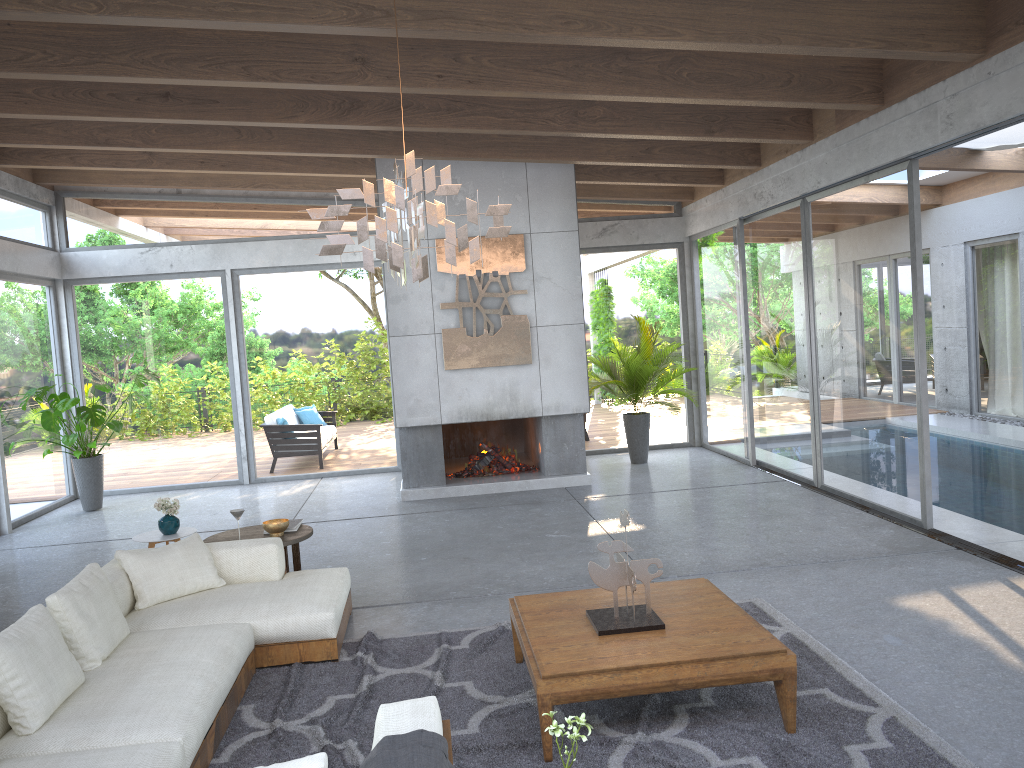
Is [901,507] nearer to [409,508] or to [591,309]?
[409,508]

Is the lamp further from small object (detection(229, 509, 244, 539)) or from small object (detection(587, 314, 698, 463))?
small object (detection(587, 314, 698, 463))

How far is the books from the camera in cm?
608

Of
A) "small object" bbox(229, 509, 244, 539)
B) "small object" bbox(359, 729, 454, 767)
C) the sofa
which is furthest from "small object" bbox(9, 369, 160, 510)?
"small object" bbox(359, 729, 454, 767)

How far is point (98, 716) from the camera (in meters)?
3.44

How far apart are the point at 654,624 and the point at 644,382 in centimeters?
657cm

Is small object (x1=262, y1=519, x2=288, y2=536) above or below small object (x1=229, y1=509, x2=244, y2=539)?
below

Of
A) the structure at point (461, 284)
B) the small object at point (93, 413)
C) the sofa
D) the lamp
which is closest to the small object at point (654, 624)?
the sofa

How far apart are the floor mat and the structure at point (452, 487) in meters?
4.2

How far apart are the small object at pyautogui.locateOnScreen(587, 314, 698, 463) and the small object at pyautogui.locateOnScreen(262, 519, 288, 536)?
5.06m
